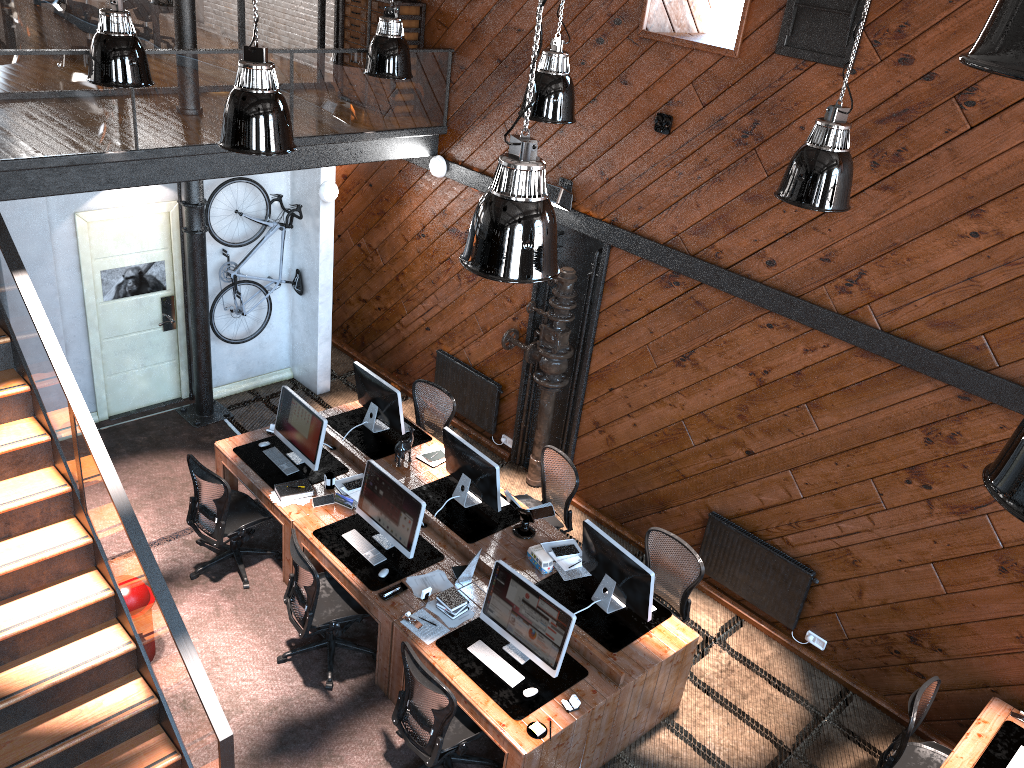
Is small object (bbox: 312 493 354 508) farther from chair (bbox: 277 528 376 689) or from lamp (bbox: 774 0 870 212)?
lamp (bbox: 774 0 870 212)

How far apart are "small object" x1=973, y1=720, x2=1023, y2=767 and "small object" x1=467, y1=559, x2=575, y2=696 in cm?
274

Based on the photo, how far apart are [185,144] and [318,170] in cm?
208

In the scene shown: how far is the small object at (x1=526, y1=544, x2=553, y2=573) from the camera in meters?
6.8 m

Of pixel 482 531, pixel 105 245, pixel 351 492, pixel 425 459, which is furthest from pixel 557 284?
pixel 105 245

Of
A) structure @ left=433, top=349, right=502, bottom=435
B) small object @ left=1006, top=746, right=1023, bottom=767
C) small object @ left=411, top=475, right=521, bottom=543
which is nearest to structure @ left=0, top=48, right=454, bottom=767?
structure @ left=433, top=349, right=502, bottom=435

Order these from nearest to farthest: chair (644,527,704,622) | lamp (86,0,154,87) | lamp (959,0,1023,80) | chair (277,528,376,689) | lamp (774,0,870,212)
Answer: lamp (959,0,1023,80)
lamp (774,0,870,212)
lamp (86,0,154,87)
chair (277,528,376,689)
chair (644,527,704,622)

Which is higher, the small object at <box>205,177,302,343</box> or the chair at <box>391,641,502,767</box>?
the small object at <box>205,177,302,343</box>

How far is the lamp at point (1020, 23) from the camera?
1.2 meters

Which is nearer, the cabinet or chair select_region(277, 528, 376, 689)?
chair select_region(277, 528, 376, 689)
